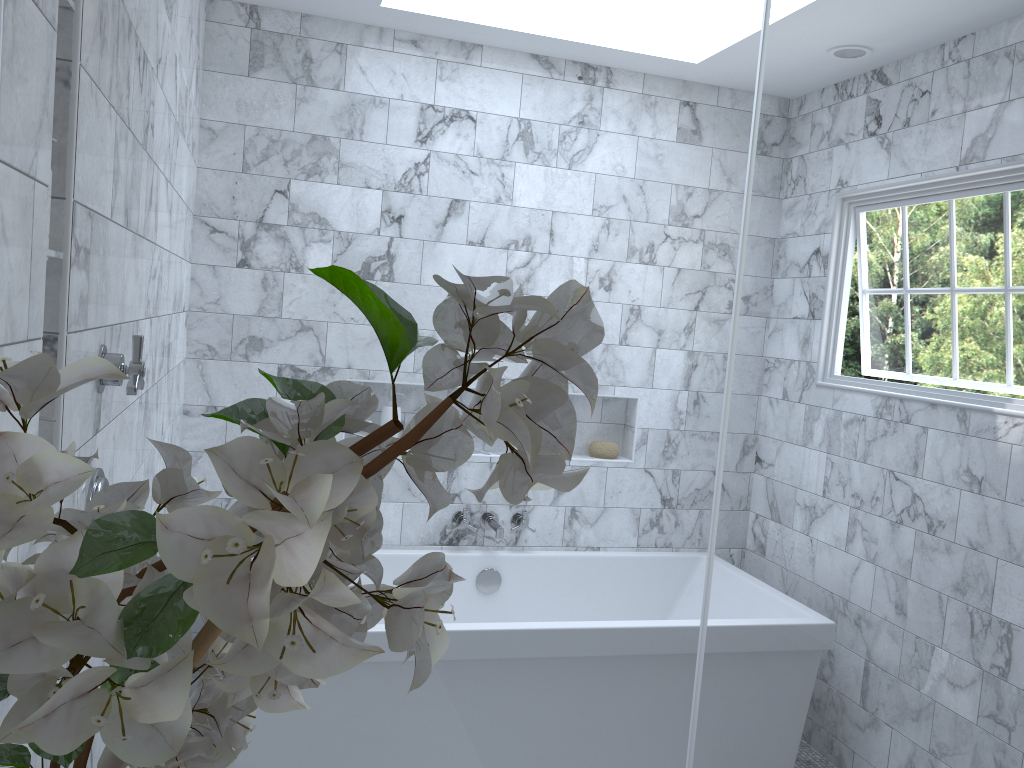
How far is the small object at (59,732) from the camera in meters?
0.4 m

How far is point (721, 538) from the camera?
4.8 meters

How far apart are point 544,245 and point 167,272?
2.2 meters

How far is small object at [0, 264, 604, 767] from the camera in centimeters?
36cm

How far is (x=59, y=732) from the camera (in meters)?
0.36
